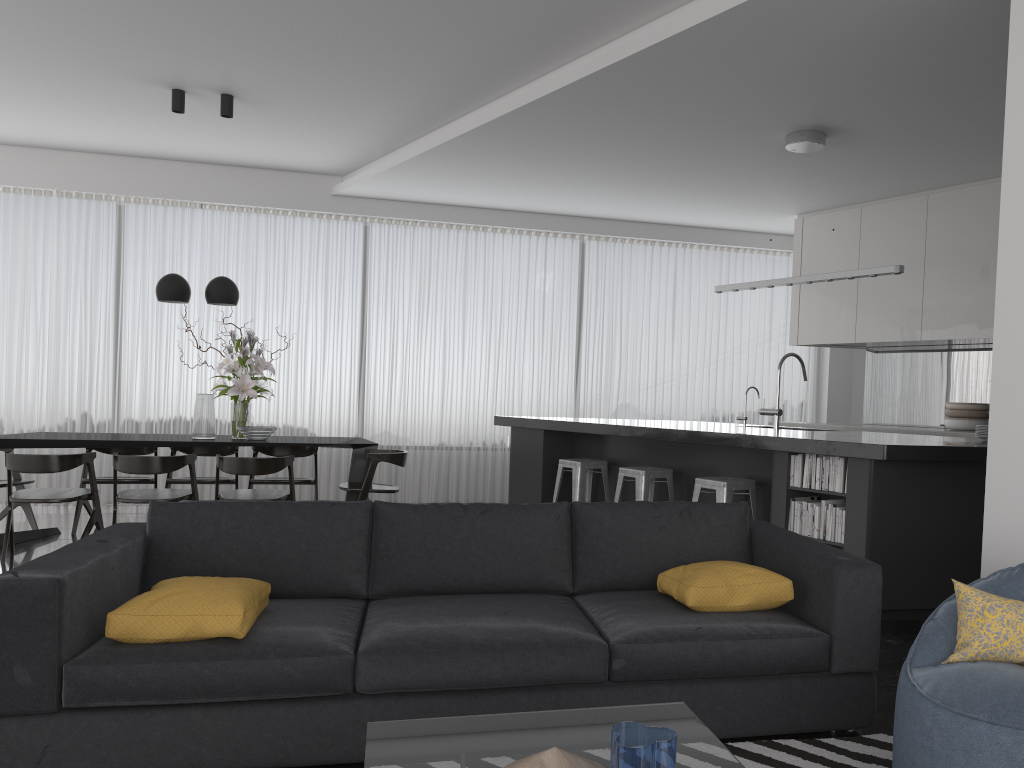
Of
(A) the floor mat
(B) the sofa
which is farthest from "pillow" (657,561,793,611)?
(A) the floor mat

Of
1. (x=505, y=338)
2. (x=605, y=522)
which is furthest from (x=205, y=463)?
(x=605, y=522)

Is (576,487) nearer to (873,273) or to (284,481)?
(284,481)

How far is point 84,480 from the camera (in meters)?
6.77

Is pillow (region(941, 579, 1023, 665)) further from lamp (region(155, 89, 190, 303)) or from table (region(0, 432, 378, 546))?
lamp (region(155, 89, 190, 303))

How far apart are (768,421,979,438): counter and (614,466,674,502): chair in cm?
237

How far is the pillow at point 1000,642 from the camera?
2.2 meters

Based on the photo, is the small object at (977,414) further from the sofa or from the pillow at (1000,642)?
the pillow at (1000,642)

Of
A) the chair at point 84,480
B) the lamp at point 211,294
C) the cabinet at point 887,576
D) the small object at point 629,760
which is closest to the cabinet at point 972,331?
the cabinet at point 887,576

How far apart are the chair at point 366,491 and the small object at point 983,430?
3.9m
